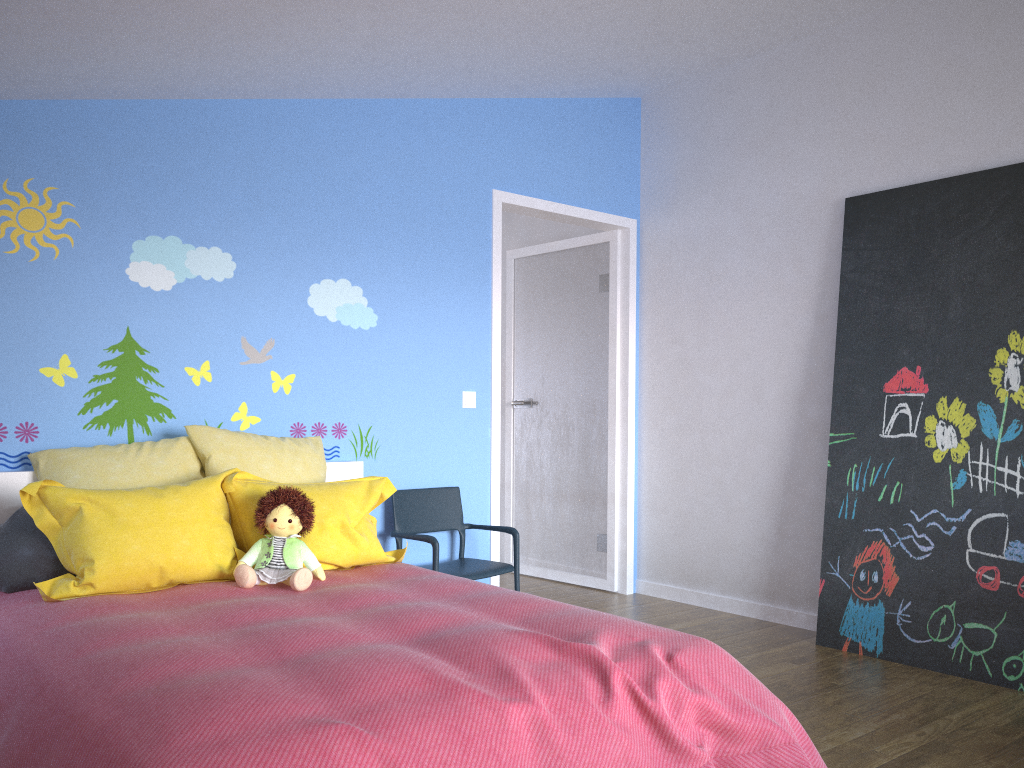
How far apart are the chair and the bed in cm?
24

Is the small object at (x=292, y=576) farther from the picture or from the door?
the picture

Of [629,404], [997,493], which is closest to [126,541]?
[629,404]

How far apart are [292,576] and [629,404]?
2.7m

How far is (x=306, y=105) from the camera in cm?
380

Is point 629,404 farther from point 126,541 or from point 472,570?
point 126,541

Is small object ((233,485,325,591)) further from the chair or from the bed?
the chair

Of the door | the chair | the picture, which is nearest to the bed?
the chair

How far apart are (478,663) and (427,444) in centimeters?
224cm

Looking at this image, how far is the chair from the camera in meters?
3.8
